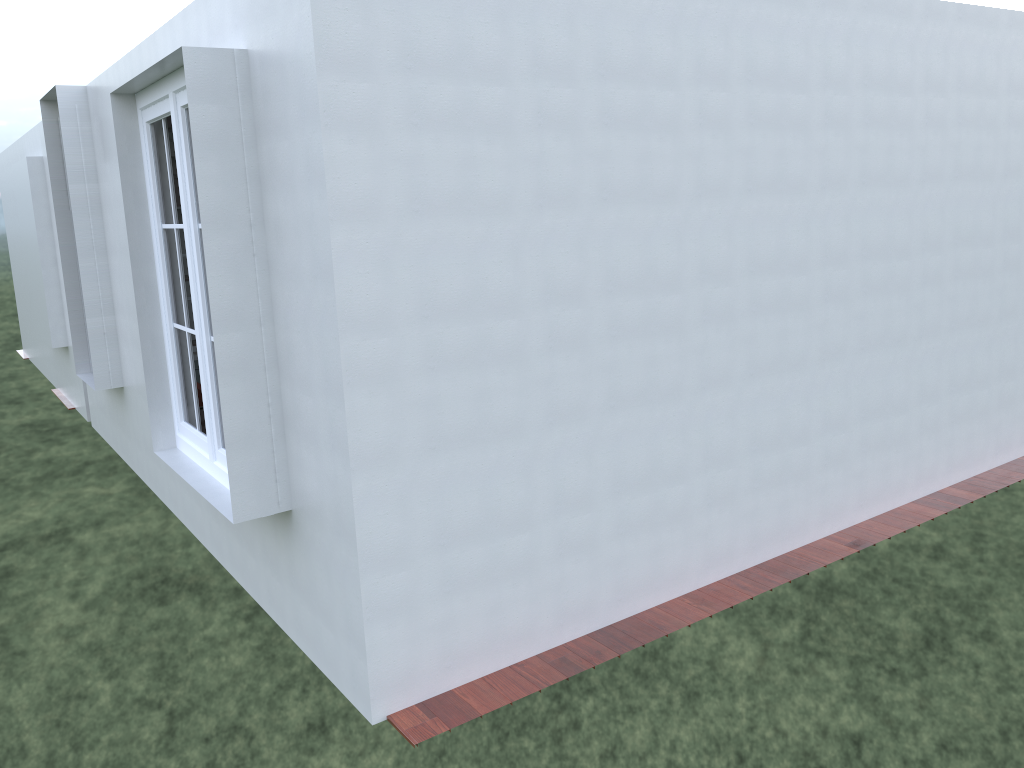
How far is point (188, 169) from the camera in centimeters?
416cm

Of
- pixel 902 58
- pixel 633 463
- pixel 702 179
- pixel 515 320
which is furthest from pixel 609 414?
pixel 902 58

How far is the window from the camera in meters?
4.2 m

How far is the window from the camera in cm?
416

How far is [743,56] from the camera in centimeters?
422cm
